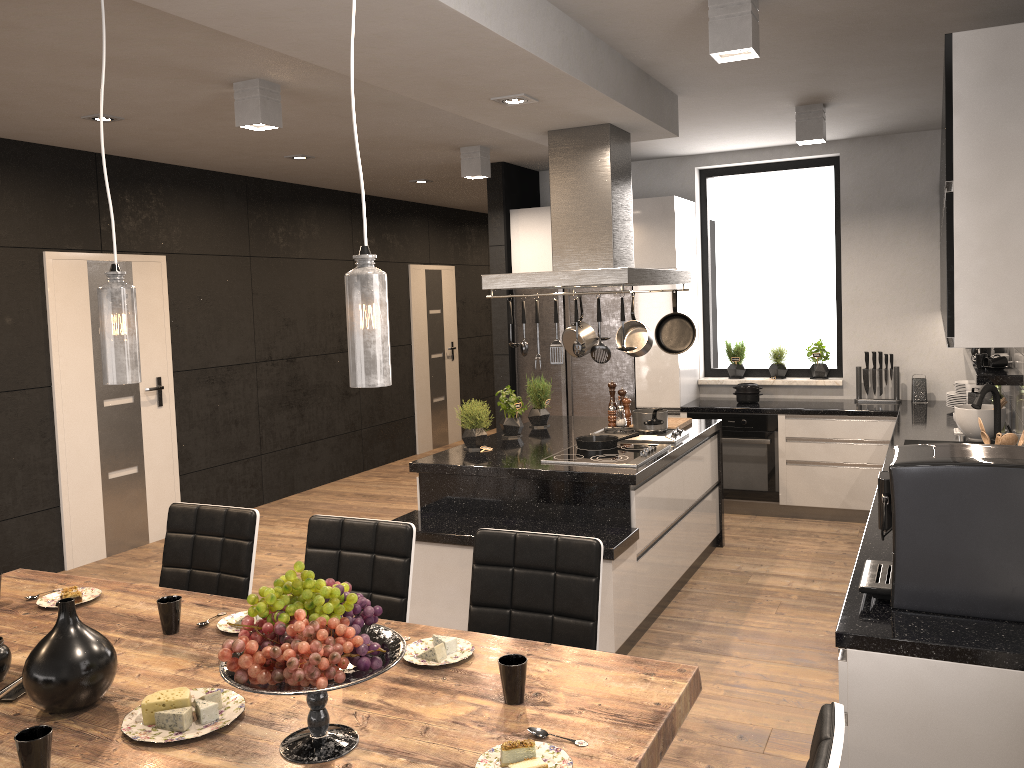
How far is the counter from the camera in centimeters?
210cm

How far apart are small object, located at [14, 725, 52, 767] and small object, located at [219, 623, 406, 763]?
0.34m

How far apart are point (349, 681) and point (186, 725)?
0.5m

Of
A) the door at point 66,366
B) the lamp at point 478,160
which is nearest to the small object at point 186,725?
the door at point 66,366

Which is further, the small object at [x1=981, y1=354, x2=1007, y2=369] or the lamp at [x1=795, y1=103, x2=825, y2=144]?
the lamp at [x1=795, y1=103, x2=825, y2=144]

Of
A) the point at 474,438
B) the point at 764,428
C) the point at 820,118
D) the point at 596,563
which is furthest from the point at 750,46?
the point at 764,428

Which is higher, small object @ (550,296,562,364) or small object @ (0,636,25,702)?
small object @ (550,296,562,364)

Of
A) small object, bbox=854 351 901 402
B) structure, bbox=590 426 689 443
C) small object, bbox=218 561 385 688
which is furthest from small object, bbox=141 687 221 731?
small object, bbox=854 351 901 402

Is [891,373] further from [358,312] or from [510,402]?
[358,312]

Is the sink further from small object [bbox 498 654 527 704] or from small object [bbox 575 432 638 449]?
small object [bbox 498 654 527 704]
